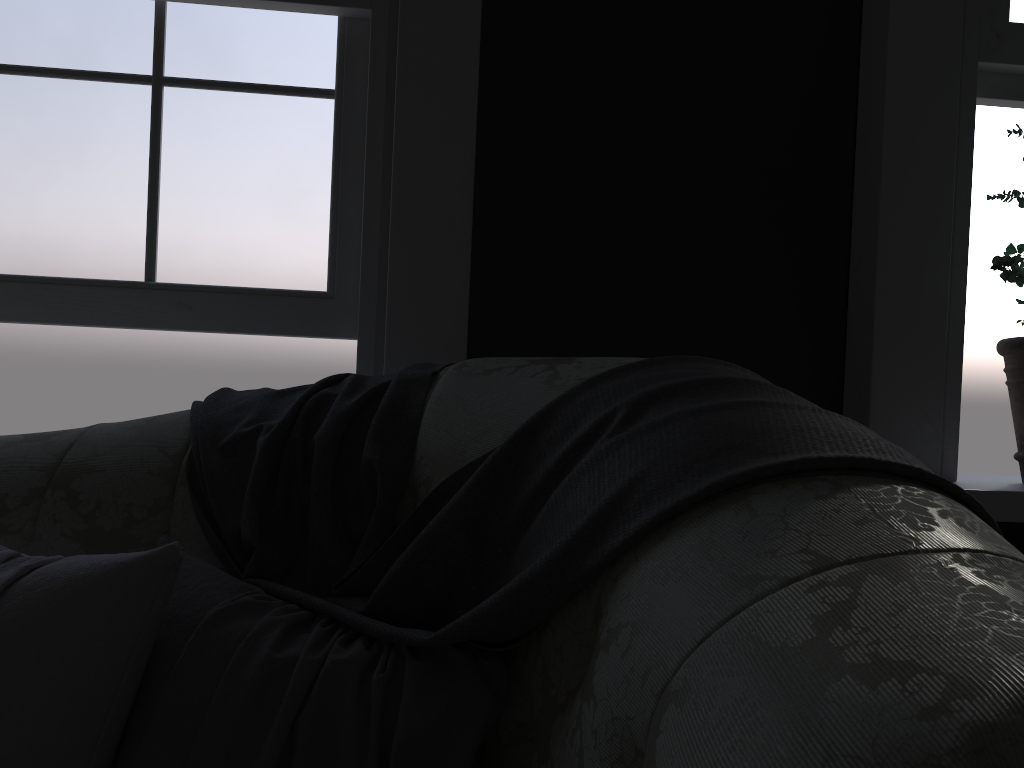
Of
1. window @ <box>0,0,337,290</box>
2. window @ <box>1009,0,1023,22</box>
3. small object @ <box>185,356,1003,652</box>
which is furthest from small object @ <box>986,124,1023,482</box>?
window @ <box>0,0,337,290</box>

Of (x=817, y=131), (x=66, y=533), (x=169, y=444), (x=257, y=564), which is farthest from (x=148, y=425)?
(x=817, y=131)

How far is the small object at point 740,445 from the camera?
0.85m

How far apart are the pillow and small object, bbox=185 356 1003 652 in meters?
0.0

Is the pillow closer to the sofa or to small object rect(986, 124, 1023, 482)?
the sofa

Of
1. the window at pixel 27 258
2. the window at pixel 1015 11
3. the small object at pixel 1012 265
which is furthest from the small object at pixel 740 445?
the window at pixel 1015 11

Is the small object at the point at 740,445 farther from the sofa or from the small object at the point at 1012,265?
the small object at the point at 1012,265

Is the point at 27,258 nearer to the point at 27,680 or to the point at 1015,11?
the point at 27,680

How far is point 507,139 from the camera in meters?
2.1 m

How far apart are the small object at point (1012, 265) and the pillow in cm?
150
